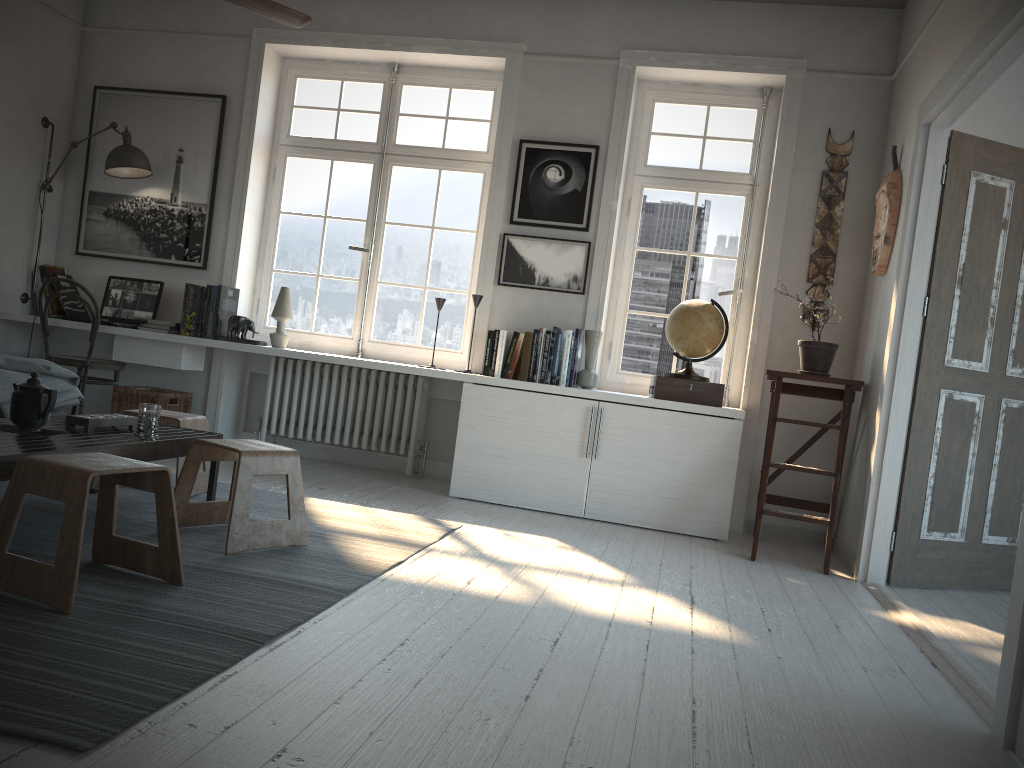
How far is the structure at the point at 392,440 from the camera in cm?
530

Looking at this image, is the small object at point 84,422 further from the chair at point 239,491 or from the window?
the window

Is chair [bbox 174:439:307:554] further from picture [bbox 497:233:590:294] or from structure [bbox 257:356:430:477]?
picture [bbox 497:233:590:294]

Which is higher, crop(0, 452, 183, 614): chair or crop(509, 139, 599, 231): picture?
crop(509, 139, 599, 231): picture

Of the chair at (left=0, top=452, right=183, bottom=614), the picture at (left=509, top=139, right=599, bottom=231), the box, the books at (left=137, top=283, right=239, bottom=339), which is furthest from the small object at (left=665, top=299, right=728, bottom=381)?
the chair at (left=0, top=452, right=183, bottom=614)

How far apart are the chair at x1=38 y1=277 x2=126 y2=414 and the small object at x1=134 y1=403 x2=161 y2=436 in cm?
222

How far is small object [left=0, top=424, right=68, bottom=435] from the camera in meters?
2.9 m

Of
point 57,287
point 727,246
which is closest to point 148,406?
point 57,287

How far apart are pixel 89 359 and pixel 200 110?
1.7m

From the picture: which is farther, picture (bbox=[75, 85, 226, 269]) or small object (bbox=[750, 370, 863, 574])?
picture (bbox=[75, 85, 226, 269])
